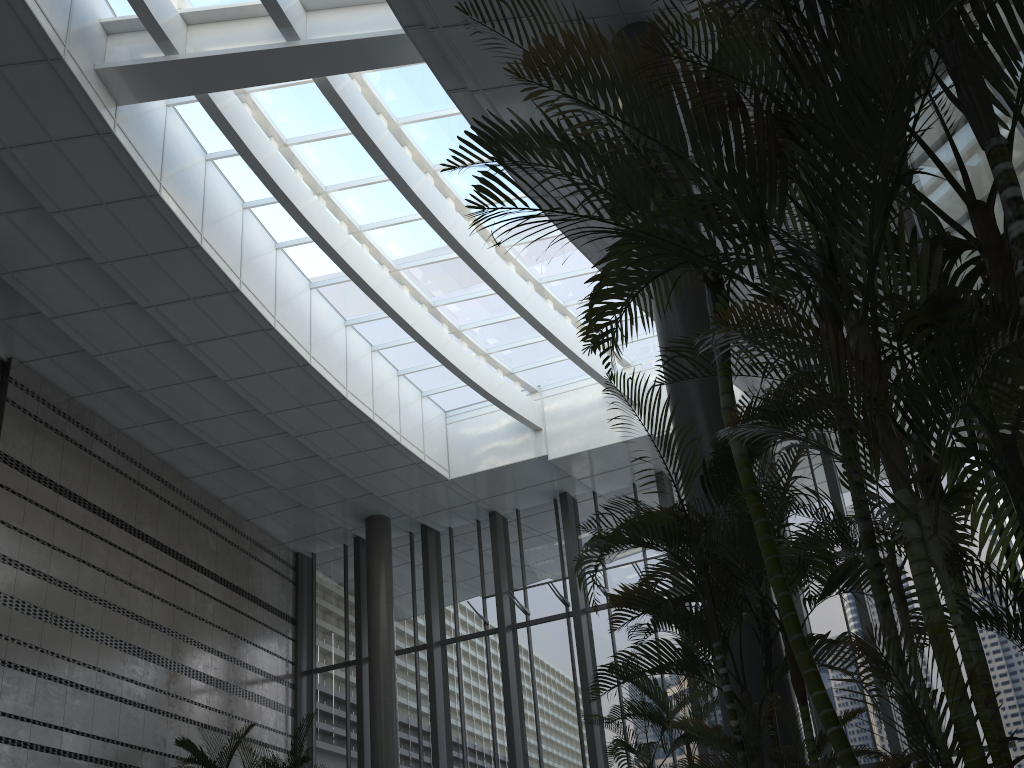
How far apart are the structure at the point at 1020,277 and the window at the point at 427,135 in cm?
677

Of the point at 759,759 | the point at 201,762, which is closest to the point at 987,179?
the point at 759,759

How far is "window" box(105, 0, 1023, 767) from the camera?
11.28m

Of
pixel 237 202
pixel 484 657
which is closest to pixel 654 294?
pixel 237 202

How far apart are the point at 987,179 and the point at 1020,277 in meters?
2.4 m

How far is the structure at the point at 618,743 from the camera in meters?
5.9 m

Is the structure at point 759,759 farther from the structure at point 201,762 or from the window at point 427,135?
the structure at point 201,762

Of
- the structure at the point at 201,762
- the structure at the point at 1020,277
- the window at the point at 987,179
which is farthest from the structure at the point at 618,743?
the structure at the point at 201,762

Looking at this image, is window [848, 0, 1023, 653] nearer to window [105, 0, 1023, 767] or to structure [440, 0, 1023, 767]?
structure [440, 0, 1023, 767]

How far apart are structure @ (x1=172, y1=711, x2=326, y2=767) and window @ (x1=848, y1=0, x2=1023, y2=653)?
9.32m
